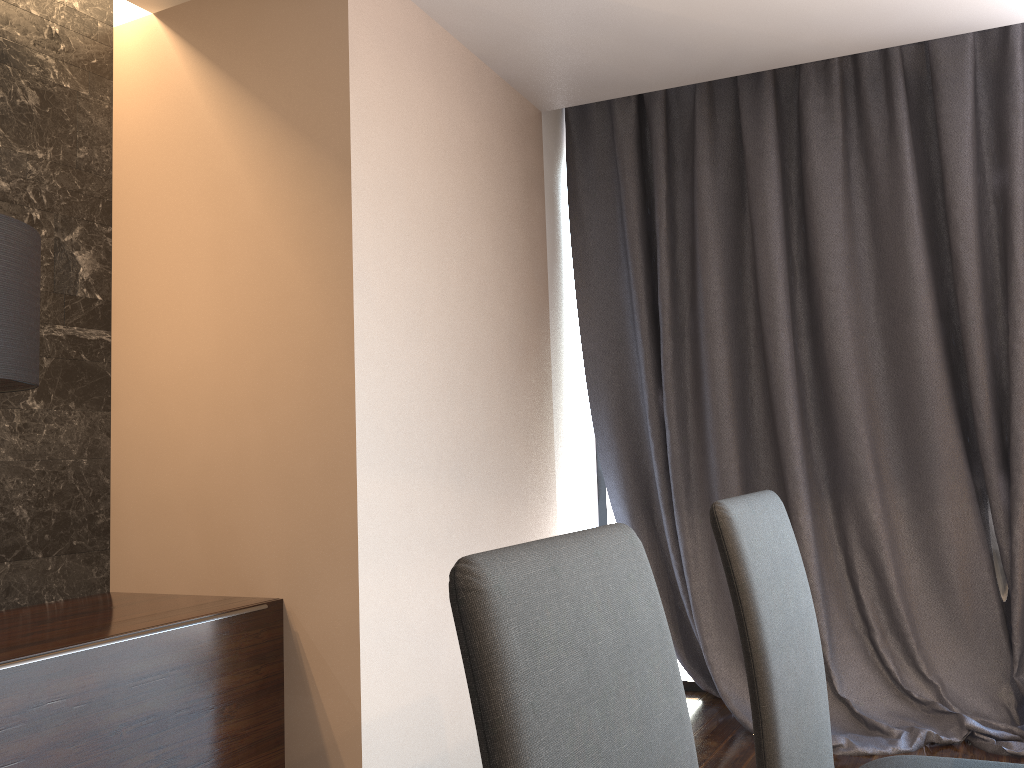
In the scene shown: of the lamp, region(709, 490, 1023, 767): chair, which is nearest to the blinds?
region(709, 490, 1023, 767): chair

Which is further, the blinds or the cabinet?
the blinds

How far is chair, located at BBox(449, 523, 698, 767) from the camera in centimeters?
71cm

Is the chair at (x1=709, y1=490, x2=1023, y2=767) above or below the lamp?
below

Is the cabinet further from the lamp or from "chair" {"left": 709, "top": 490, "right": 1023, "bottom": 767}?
"chair" {"left": 709, "top": 490, "right": 1023, "bottom": 767}

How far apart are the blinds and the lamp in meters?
2.3

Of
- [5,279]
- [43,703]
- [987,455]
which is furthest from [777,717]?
[987,455]

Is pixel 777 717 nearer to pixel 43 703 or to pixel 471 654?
pixel 471 654

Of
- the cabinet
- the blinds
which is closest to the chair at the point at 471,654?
the cabinet

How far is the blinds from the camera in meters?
3.2
